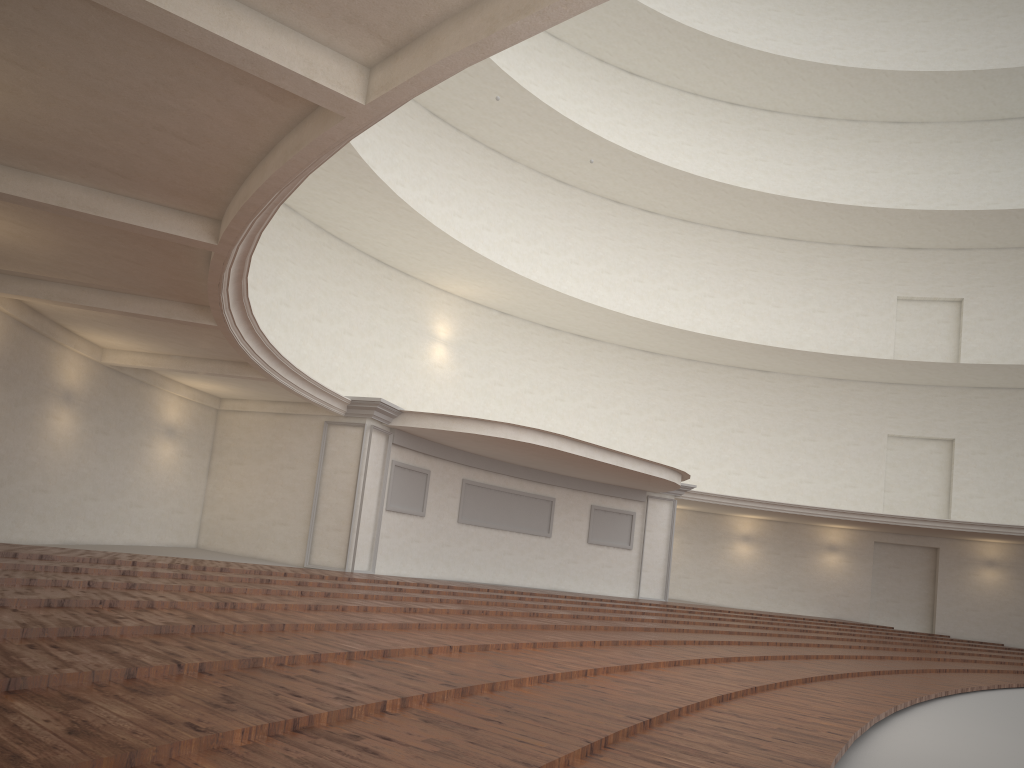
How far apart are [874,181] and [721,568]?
13.0 meters

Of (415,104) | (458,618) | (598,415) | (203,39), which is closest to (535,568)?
(598,415)
